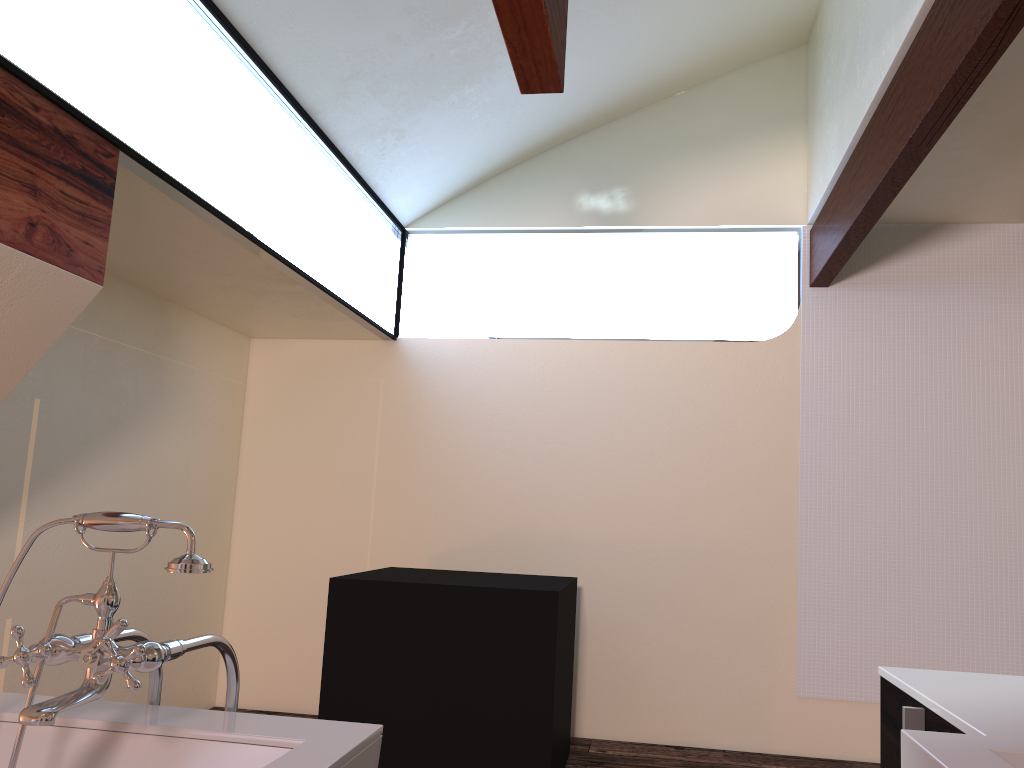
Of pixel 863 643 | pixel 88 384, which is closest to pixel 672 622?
pixel 863 643

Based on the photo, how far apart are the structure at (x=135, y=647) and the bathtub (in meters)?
0.04

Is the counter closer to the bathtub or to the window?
the bathtub

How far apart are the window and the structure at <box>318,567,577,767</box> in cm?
116

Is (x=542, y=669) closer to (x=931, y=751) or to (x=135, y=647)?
(x=135, y=647)

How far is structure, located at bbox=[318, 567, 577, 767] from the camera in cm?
316

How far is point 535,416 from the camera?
4.43m

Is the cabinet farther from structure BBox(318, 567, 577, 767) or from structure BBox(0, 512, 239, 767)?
structure BBox(318, 567, 577, 767)

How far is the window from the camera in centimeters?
216cm

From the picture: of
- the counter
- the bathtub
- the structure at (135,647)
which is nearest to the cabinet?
the counter
